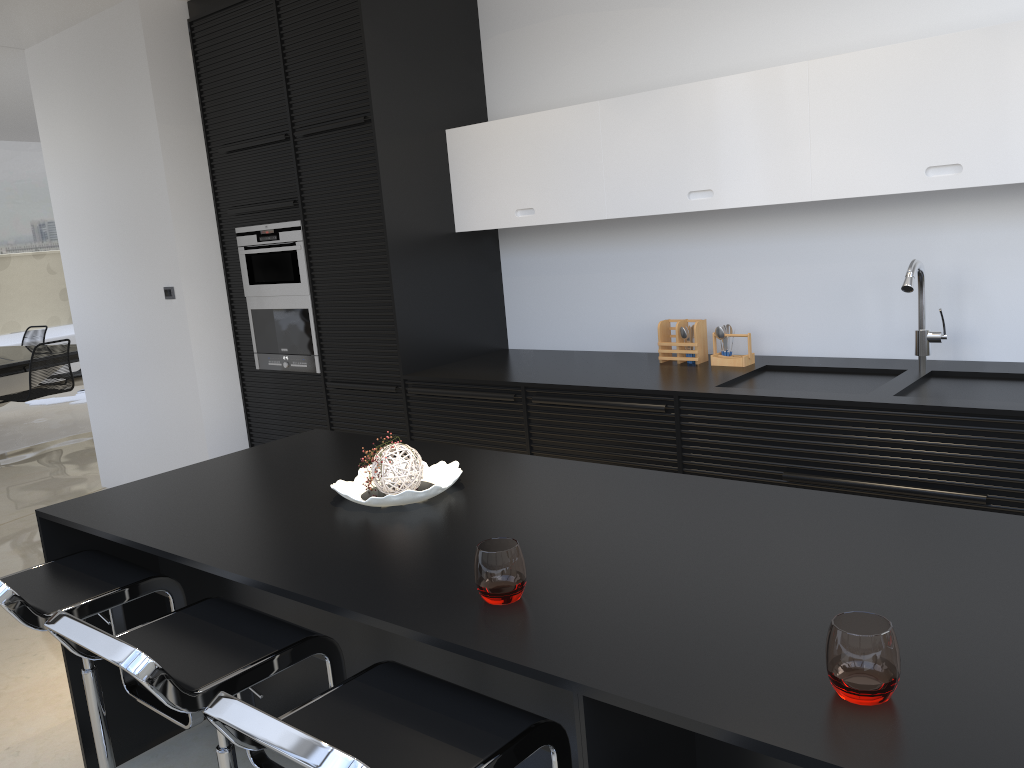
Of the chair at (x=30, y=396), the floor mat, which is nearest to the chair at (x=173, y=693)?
the chair at (x=30, y=396)

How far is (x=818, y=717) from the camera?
1.18m

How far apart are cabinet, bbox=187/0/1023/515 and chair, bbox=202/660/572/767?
1.9 meters

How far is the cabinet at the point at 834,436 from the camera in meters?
3.0 m

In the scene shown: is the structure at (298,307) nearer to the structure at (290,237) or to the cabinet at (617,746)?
the structure at (290,237)

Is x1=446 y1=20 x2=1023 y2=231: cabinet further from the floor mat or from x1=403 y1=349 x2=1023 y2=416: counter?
the floor mat

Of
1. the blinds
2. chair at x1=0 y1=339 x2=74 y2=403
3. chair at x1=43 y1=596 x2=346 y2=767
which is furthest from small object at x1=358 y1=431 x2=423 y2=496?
the blinds

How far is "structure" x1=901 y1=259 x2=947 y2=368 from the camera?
3.18m

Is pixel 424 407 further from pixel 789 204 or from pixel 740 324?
pixel 789 204

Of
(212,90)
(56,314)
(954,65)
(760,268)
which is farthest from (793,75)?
(56,314)
